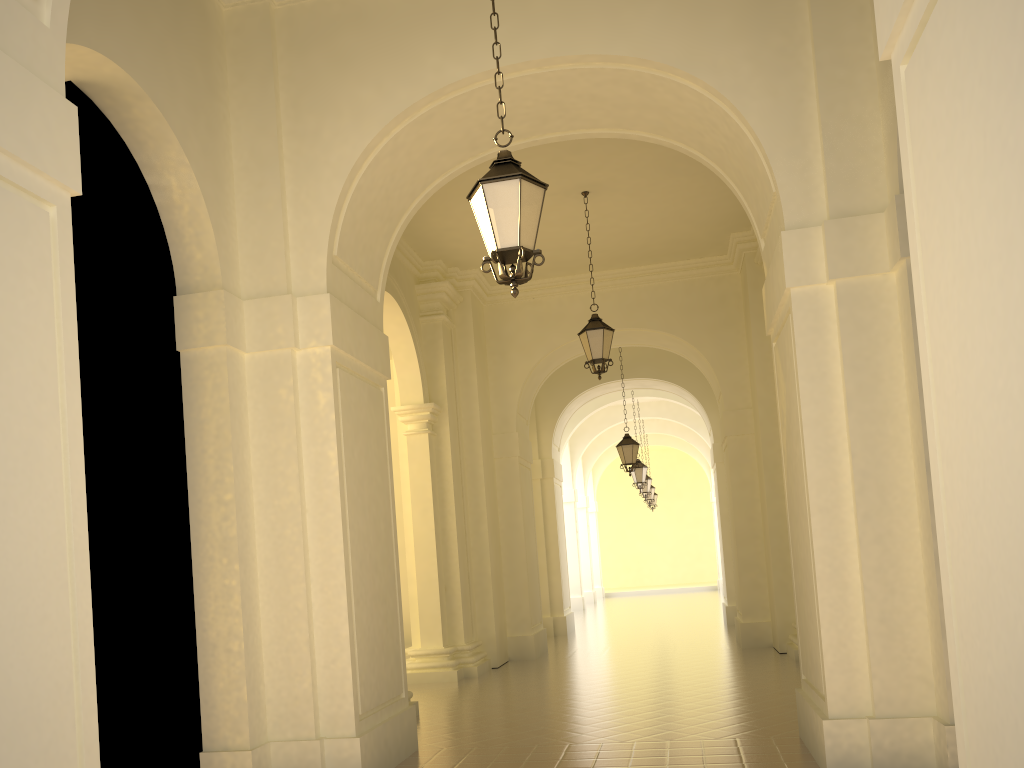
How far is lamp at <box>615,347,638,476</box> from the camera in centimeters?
1782cm

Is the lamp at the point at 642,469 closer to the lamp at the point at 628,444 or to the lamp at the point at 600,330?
the lamp at the point at 628,444

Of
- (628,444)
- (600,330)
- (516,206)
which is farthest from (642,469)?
(516,206)

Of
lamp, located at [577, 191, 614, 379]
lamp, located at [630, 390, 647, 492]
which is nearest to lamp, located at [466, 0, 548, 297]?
lamp, located at [577, 191, 614, 379]

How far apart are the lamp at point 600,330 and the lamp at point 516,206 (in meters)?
6.29

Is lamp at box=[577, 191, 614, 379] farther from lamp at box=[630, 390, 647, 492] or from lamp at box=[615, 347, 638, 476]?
lamp at box=[630, 390, 647, 492]

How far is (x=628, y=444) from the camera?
17.8m

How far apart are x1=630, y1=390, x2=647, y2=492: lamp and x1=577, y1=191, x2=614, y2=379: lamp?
11.29m

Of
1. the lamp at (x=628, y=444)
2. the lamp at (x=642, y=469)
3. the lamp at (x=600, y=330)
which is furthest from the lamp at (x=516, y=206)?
the lamp at (x=642, y=469)

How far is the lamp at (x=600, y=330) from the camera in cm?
1174
